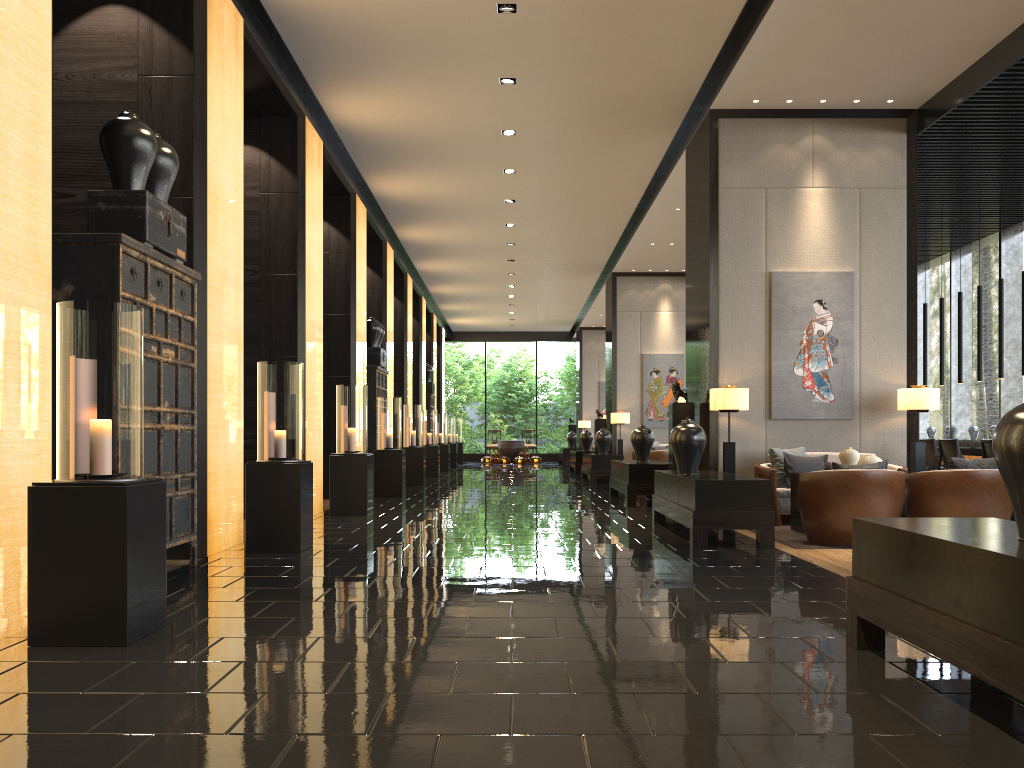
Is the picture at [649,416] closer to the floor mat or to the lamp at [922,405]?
the lamp at [922,405]

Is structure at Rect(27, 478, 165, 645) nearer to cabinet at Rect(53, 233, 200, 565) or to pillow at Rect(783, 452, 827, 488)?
cabinet at Rect(53, 233, 200, 565)

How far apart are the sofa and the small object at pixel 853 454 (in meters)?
0.74

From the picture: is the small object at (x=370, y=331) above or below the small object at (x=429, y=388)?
above

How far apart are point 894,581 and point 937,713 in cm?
59

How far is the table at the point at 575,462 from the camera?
19.5m

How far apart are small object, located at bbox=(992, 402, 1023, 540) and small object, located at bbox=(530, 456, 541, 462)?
24.99m

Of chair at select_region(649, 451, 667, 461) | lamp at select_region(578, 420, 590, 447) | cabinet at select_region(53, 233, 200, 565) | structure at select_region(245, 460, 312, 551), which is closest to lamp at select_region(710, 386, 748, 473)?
structure at select_region(245, 460, 312, 551)

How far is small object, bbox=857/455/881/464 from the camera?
7.7 meters

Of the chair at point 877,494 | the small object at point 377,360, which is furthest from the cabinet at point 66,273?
the small object at point 377,360
